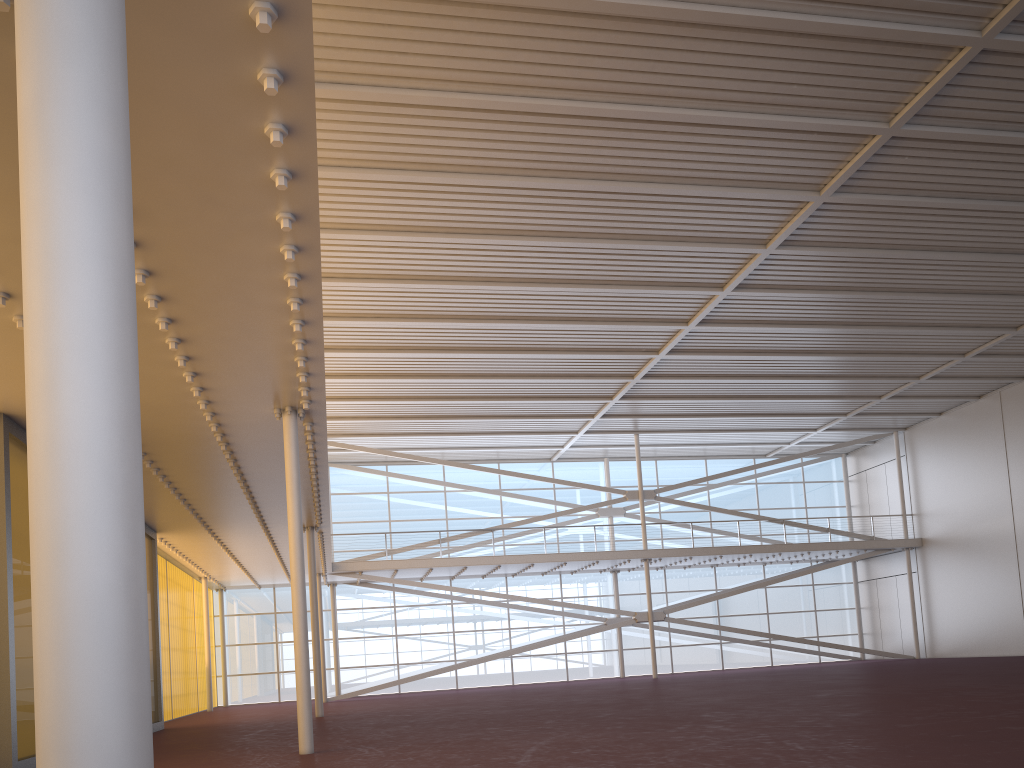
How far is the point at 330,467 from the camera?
37.4m
